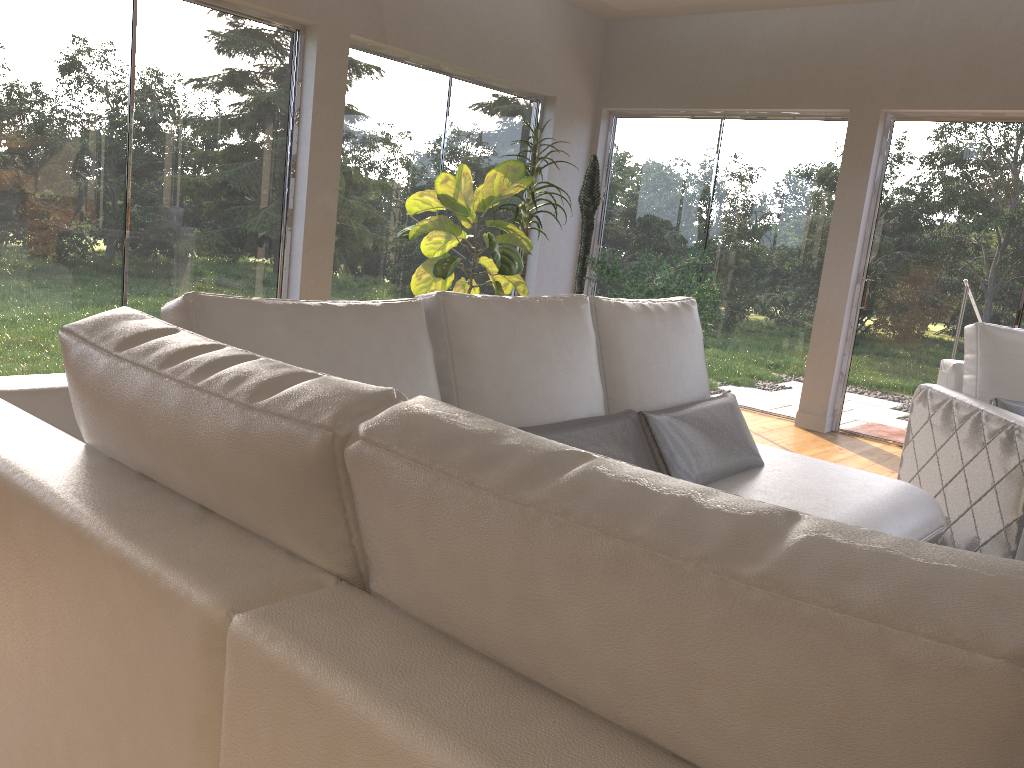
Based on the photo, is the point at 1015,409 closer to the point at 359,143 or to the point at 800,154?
the point at 800,154

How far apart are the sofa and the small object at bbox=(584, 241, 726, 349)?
2.3m

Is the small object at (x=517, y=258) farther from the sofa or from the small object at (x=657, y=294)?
the sofa

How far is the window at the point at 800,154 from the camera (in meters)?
6.19

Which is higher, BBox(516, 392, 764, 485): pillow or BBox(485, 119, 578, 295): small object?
BBox(485, 119, 578, 295): small object

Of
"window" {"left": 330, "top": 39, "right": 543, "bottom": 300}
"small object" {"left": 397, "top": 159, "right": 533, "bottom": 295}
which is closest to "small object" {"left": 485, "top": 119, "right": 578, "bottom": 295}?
"small object" {"left": 397, "top": 159, "right": 533, "bottom": 295}

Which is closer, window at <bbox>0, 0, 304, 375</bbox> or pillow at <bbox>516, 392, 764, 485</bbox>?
pillow at <bbox>516, 392, 764, 485</bbox>

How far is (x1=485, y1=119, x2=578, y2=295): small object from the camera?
5.73m

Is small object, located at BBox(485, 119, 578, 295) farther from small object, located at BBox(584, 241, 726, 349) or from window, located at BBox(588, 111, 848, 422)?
window, located at BBox(588, 111, 848, 422)

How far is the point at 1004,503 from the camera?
3.3m
